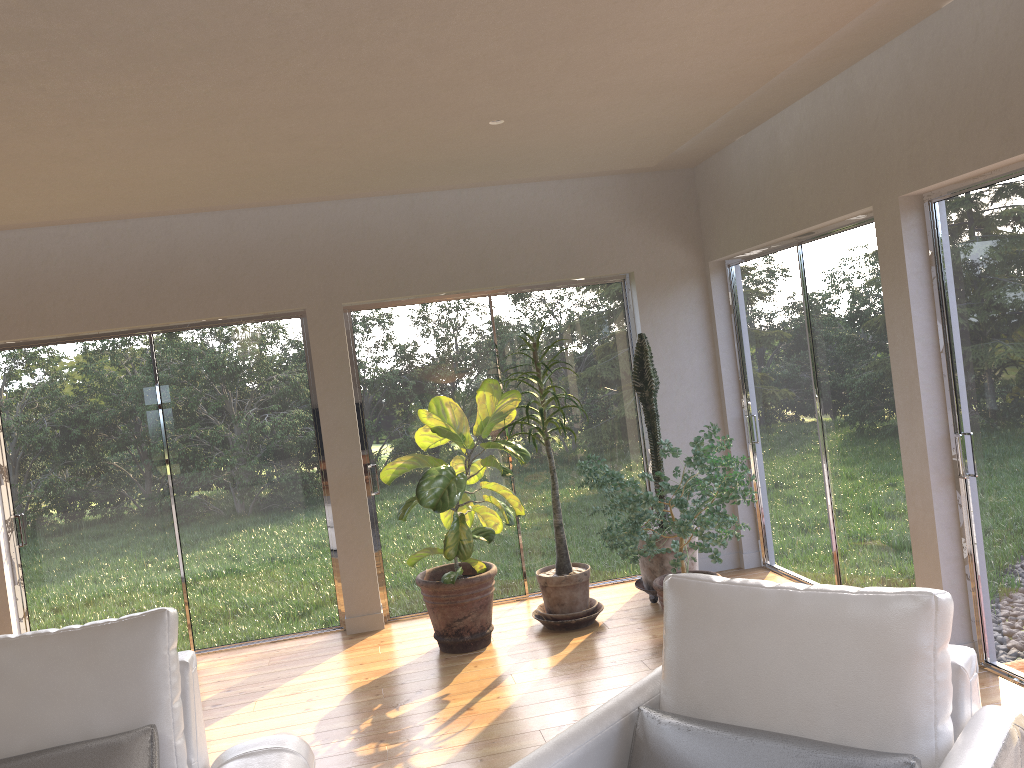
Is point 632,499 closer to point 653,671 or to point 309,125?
point 653,671

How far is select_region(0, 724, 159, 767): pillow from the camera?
2.55m

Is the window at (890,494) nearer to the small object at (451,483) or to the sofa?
the small object at (451,483)

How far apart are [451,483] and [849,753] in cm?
313

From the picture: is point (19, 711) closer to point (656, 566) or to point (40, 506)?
point (40, 506)

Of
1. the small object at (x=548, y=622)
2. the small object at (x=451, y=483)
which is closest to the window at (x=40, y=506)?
the small object at (x=451, y=483)

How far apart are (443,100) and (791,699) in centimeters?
267cm

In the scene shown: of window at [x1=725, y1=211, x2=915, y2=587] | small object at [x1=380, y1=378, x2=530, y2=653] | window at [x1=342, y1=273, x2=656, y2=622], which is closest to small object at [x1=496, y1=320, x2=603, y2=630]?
small object at [x1=380, y1=378, x2=530, y2=653]

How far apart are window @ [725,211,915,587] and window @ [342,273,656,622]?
0.70m

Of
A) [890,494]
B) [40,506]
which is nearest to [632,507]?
[890,494]
